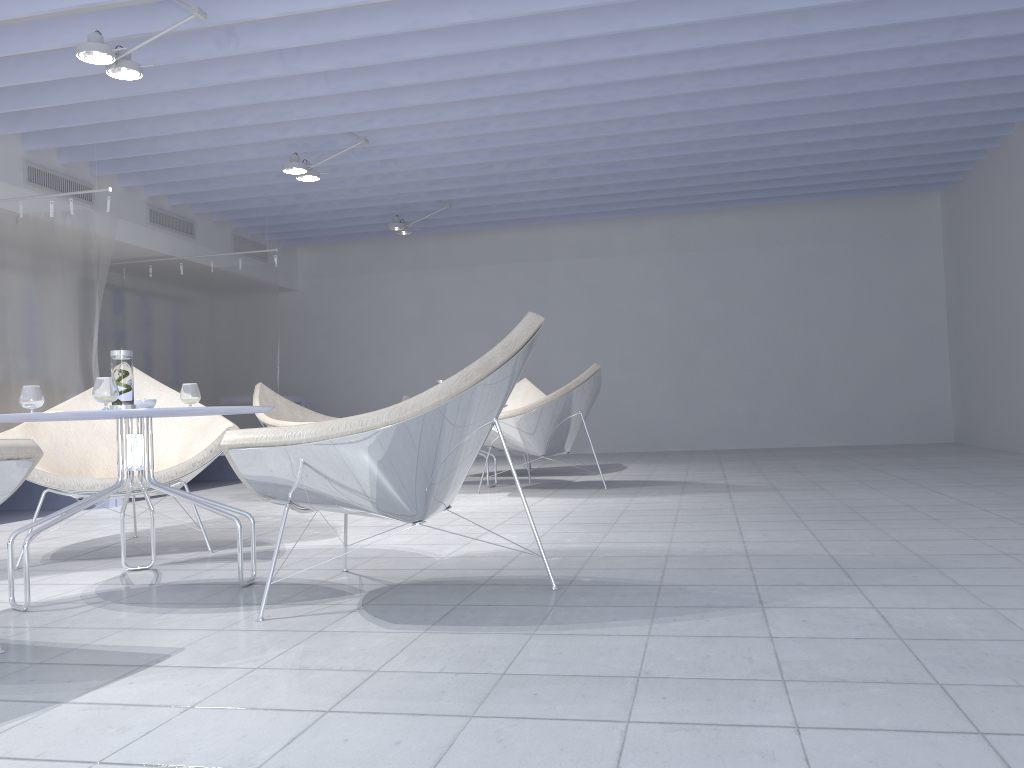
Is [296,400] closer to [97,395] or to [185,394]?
[185,394]

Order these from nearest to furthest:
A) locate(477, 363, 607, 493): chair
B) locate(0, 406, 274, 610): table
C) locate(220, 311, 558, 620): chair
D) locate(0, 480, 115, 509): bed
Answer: locate(220, 311, 558, 620): chair
locate(0, 406, 274, 610): table
locate(477, 363, 607, 493): chair
locate(0, 480, 115, 509): bed

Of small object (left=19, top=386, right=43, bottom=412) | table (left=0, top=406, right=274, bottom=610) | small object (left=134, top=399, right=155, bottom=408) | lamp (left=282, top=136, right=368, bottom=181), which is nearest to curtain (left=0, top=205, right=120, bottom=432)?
lamp (left=282, top=136, right=368, bottom=181)

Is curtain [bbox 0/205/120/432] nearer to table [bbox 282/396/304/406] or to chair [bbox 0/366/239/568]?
chair [bbox 0/366/239/568]

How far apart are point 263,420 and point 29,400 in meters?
3.0 m

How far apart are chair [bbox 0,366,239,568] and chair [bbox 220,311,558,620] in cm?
113

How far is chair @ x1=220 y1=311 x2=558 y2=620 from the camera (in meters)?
2.06

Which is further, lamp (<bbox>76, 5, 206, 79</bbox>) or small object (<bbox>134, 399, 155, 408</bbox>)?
lamp (<bbox>76, 5, 206, 79</bbox>)

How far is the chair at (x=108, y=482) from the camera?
3.2 meters

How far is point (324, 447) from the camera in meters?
2.1
